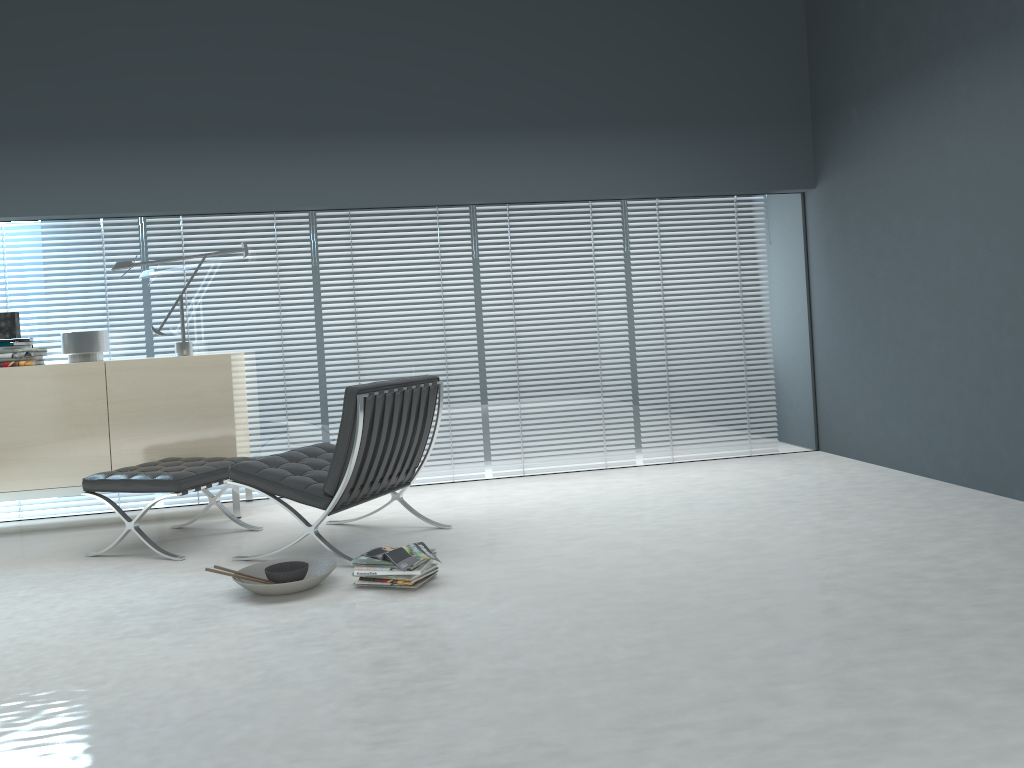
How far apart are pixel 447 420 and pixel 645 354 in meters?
1.3

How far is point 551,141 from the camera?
5.4m

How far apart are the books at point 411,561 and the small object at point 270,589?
0.2m

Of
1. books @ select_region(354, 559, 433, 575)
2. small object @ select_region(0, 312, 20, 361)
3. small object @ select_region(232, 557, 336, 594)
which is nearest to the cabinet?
small object @ select_region(0, 312, 20, 361)

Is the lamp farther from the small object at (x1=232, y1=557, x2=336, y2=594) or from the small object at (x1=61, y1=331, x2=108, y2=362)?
the small object at (x1=232, y1=557, x2=336, y2=594)

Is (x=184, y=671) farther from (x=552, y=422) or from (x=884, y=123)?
(x=884, y=123)

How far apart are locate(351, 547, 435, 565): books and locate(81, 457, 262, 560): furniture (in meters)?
1.08

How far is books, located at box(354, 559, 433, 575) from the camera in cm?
329

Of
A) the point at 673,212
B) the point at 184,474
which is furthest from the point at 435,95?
the point at 184,474

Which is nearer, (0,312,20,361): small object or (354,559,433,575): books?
(354,559,433,575): books
